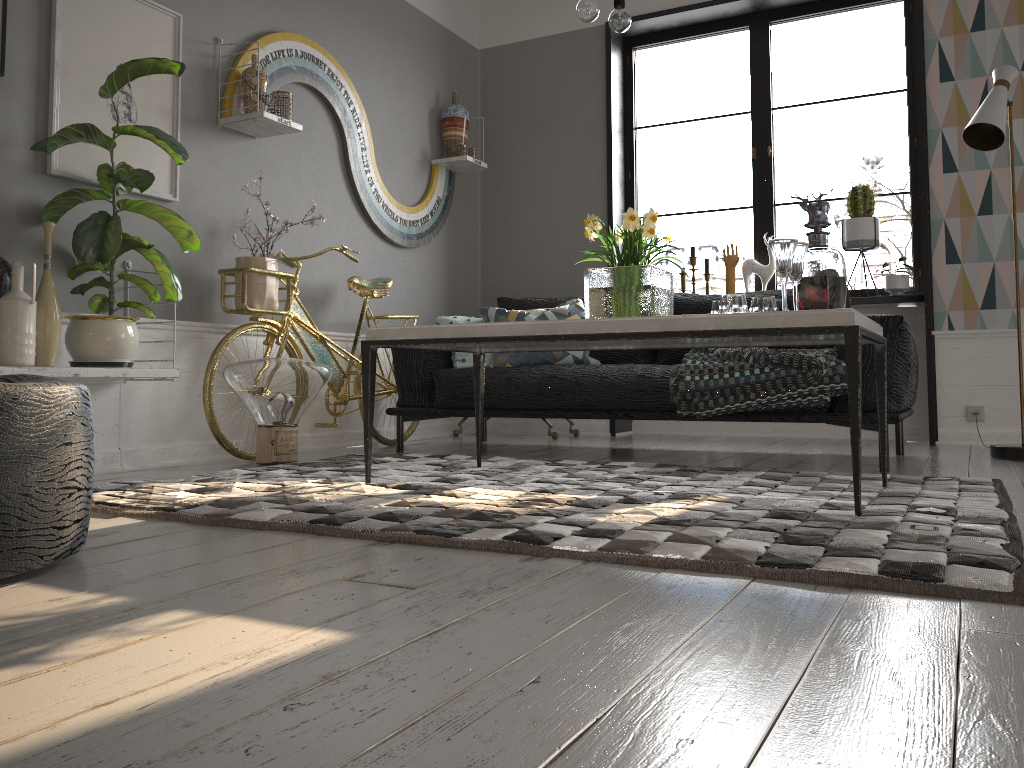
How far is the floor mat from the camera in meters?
1.6 m

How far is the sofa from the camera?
3.3 meters

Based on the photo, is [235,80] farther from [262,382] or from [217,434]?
[217,434]

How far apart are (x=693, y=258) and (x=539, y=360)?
1.7 meters

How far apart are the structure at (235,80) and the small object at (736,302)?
2.1 meters

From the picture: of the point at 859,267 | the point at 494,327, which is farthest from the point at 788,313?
the point at 859,267

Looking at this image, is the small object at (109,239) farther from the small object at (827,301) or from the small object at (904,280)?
the small object at (904,280)

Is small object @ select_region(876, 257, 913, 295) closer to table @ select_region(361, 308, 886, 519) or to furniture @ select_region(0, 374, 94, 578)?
table @ select_region(361, 308, 886, 519)

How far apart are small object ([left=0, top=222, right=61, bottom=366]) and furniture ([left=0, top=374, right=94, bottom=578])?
1.3 meters

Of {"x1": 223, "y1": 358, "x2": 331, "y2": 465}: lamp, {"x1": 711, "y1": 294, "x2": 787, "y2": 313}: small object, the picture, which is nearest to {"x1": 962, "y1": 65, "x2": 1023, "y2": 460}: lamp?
{"x1": 711, "y1": 294, "x2": 787, "y2": 313}: small object
